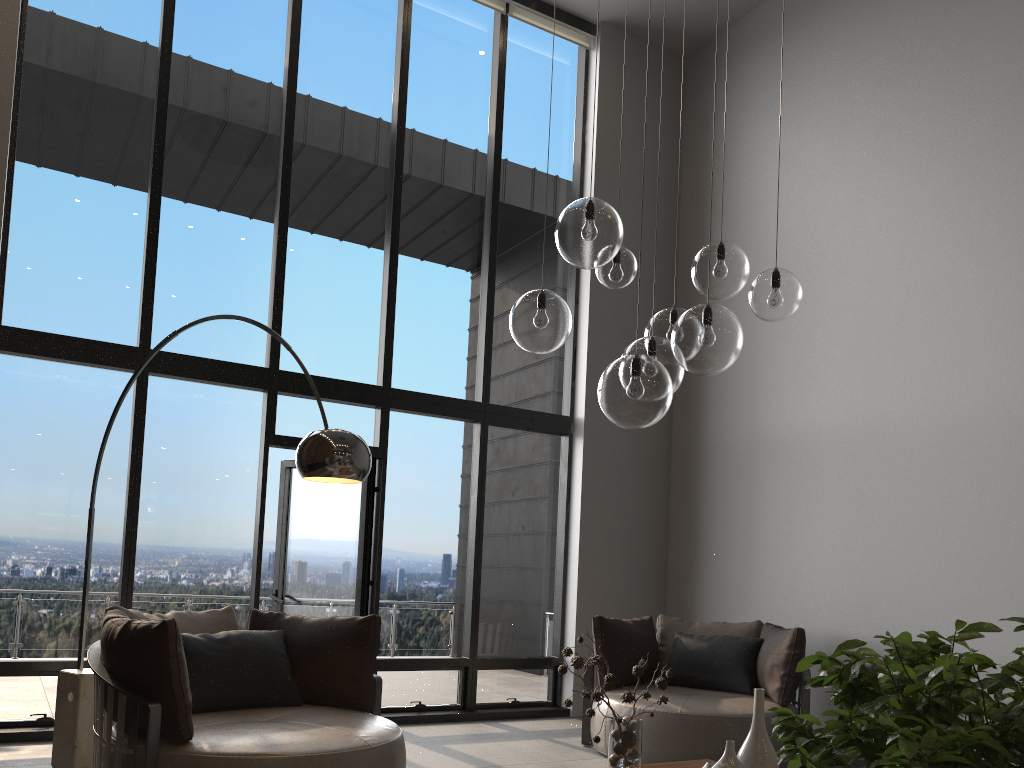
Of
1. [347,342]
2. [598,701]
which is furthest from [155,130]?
[598,701]

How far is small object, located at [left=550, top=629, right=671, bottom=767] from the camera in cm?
289

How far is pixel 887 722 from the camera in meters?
0.5

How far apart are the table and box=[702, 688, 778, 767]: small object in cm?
57

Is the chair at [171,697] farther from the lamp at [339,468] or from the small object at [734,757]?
the small object at [734,757]

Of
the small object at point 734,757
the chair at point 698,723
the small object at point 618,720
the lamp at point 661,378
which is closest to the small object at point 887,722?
the lamp at point 661,378

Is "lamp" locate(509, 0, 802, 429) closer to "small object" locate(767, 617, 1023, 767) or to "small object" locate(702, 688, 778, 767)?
"small object" locate(702, 688, 778, 767)

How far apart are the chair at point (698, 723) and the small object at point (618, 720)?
2.12m

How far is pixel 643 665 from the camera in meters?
2.9 m

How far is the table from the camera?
3.6 meters
